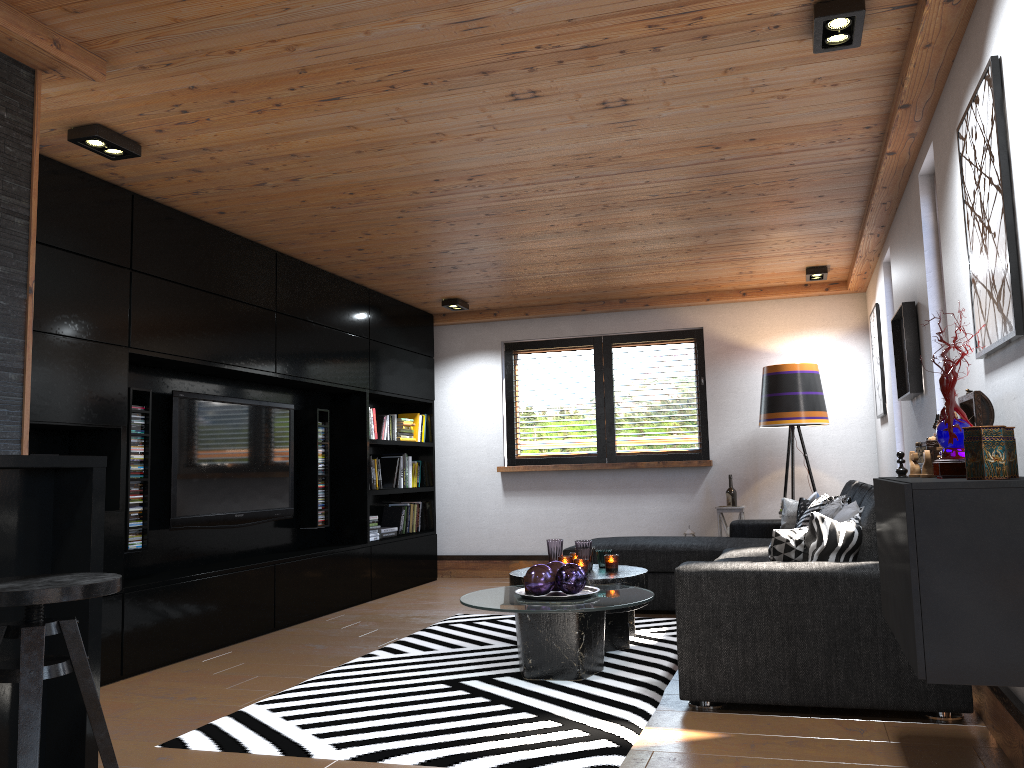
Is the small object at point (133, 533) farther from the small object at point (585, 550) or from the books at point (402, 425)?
the books at point (402, 425)

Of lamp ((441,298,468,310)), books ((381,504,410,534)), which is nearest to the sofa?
books ((381,504,410,534))

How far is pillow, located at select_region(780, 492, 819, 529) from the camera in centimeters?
589cm

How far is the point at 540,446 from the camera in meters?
8.1 m

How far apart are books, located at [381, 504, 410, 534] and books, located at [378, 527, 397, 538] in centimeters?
19cm

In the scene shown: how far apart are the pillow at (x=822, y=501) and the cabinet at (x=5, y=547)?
3.8m

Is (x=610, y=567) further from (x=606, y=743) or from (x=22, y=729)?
(x=22, y=729)

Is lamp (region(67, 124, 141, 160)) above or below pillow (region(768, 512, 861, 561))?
above

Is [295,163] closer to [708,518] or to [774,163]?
[774,163]

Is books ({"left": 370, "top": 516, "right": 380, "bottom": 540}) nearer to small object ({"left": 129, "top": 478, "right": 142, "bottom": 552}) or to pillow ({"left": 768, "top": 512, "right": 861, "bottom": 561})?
small object ({"left": 129, "top": 478, "right": 142, "bottom": 552})
